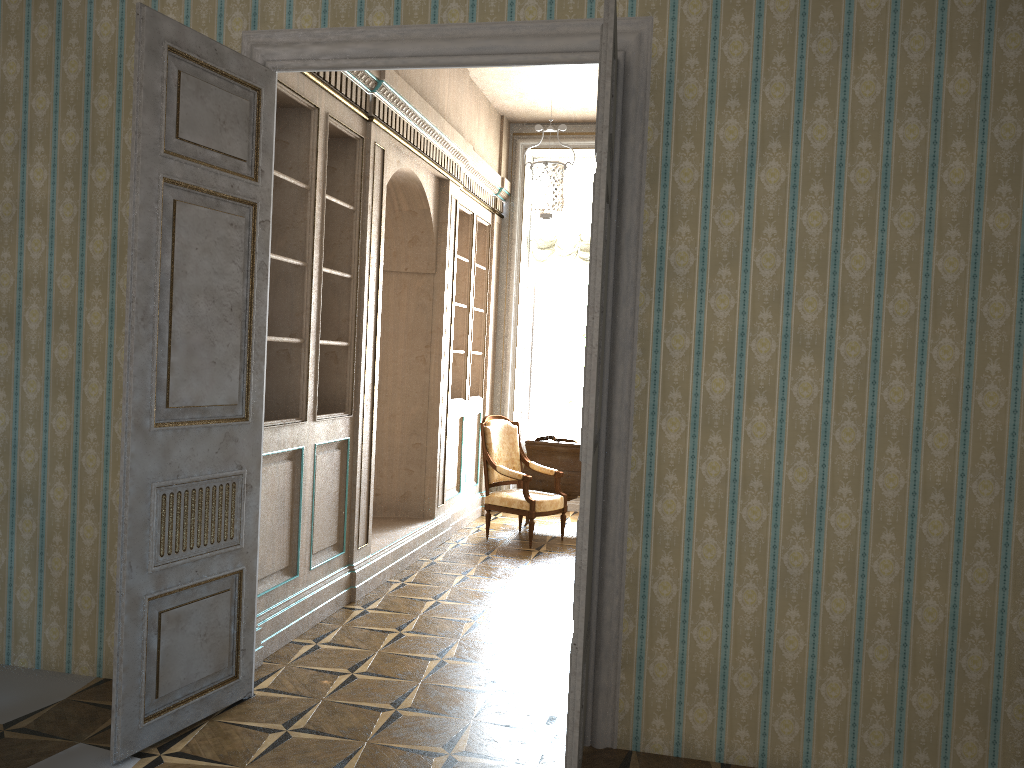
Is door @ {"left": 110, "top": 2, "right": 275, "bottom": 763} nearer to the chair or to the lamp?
the lamp

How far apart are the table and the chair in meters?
0.2

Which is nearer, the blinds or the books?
the books

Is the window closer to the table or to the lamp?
the lamp

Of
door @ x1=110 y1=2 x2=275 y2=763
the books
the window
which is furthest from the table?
door @ x1=110 y1=2 x2=275 y2=763

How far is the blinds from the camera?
8.8 meters

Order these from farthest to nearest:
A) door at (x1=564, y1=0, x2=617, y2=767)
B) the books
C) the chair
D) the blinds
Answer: the blinds
the books
the chair
door at (x1=564, y1=0, x2=617, y2=767)

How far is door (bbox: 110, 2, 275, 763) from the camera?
3.1m

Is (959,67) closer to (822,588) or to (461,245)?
(822,588)

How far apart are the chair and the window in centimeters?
162cm
